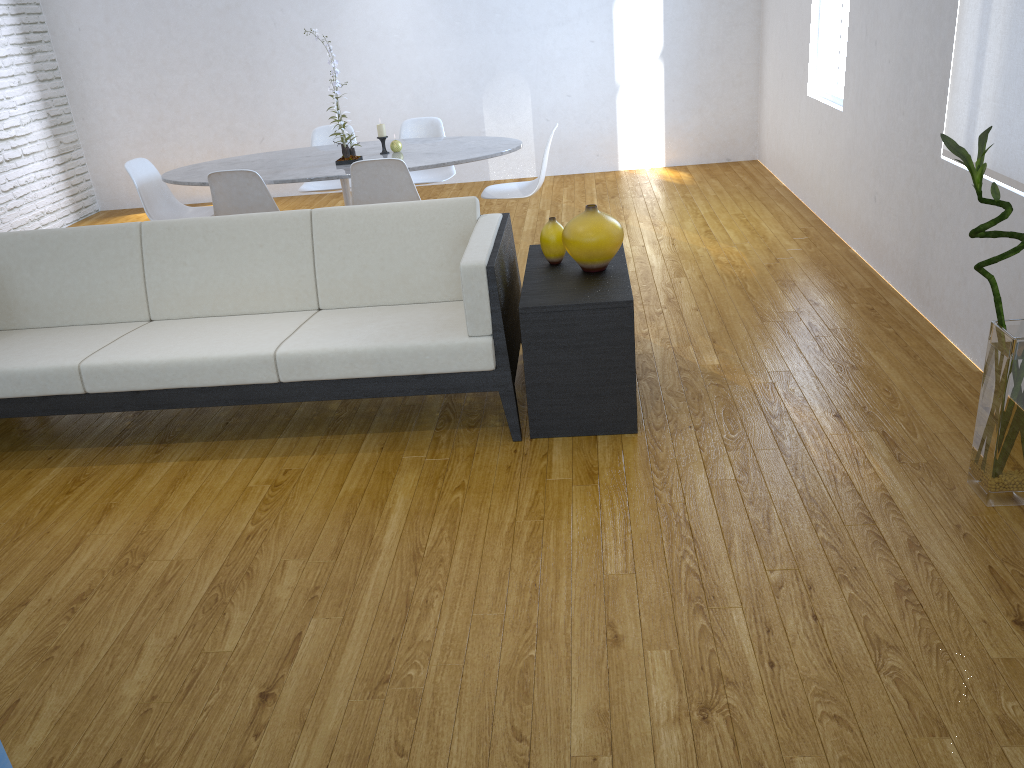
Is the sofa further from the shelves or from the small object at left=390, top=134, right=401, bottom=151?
the small object at left=390, top=134, right=401, bottom=151

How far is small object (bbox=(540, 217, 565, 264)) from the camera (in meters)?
3.04

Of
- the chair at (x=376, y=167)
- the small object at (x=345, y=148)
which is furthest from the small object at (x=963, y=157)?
the small object at (x=345, y=148)

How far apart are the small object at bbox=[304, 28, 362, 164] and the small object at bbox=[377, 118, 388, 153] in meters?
0.2 m

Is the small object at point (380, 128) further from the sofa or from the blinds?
the blinds

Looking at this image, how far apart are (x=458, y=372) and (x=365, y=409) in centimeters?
57cm

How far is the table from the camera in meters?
4.3

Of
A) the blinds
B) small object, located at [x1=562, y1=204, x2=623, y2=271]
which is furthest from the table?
the blinds

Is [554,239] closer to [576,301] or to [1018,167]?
[576,301]

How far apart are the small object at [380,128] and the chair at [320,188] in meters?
0.9 m
